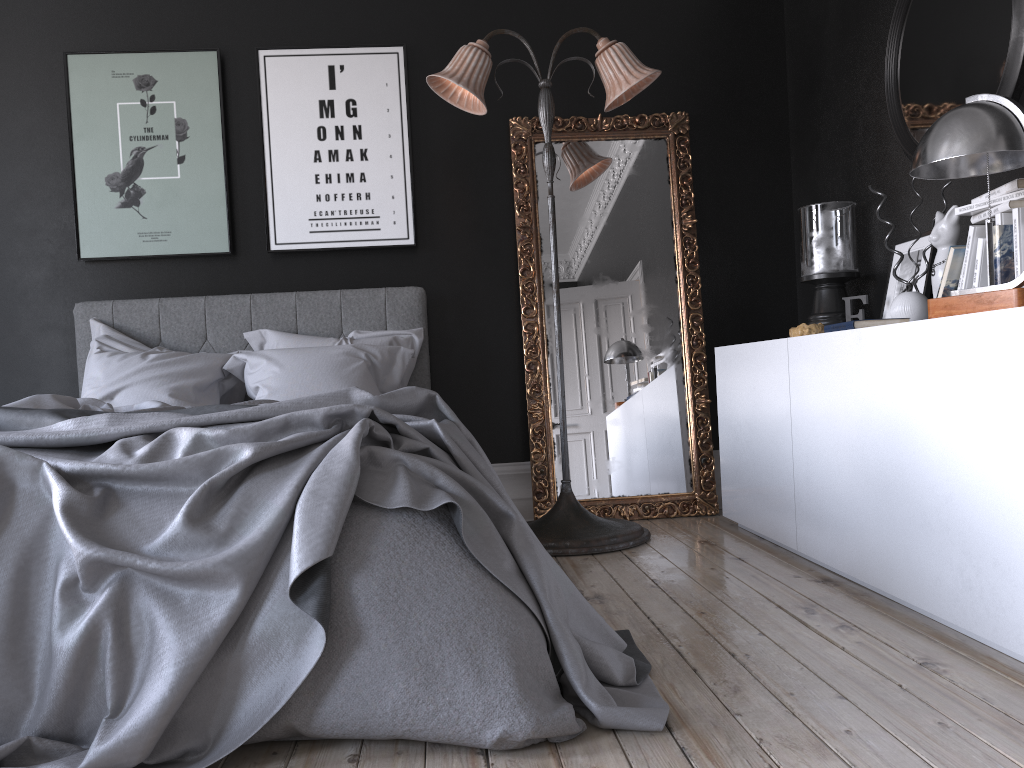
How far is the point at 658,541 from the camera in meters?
4.1 m

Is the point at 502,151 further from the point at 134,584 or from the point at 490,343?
the point at 134,584

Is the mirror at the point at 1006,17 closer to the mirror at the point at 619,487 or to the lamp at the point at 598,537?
the lamp at the point at 598,537

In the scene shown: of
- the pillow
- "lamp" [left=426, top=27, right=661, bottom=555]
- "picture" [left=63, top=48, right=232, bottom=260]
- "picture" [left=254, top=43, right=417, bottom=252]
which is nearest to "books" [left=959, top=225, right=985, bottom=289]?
"lamp" [left=426, top=27, right=661, bottom=555]

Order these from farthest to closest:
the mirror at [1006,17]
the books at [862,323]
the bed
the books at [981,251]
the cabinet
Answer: the mirror at [1006,17], the books at [862,323], the books at [981,251], the cabinet, the bed

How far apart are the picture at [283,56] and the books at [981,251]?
2.8 meters

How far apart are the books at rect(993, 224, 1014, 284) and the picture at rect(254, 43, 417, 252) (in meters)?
2.93

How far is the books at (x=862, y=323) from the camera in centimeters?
293cm

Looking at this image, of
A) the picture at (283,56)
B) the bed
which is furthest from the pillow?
the picture at (283,56)

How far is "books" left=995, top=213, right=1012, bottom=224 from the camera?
2.61m
